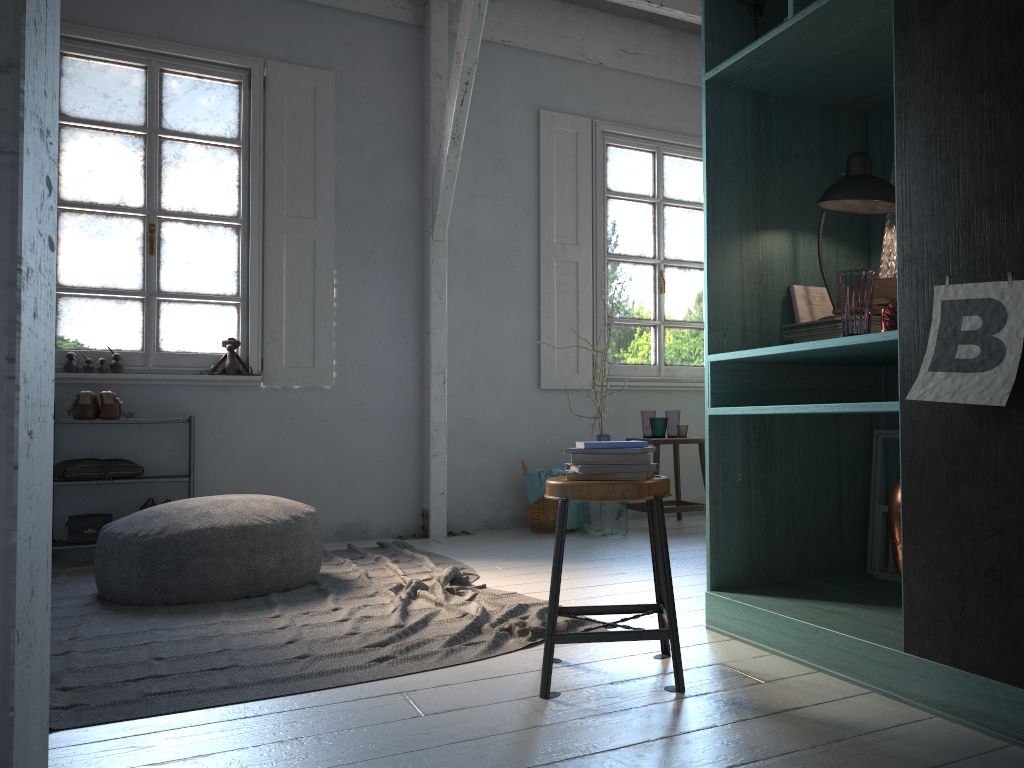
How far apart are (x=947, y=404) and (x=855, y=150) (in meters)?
1.87

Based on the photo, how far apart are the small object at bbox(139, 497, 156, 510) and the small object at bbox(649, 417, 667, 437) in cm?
354

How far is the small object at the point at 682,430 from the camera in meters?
6.6

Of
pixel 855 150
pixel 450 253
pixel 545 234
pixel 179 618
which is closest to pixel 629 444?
pixel 855 150

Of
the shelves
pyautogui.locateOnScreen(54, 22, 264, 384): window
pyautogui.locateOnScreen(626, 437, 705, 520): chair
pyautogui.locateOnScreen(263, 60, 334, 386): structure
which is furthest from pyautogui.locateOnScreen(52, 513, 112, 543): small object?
pyautogui.locateOnScreen(626, 437, 705, 520): chair

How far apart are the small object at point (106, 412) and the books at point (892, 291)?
4.6m

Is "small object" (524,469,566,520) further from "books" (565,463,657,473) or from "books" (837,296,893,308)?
"books" (837,296,893,308)

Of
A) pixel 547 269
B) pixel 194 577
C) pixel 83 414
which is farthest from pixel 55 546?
pixel 547 269

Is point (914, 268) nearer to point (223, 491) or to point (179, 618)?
point (179, 618)

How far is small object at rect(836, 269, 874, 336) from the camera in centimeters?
266cm
